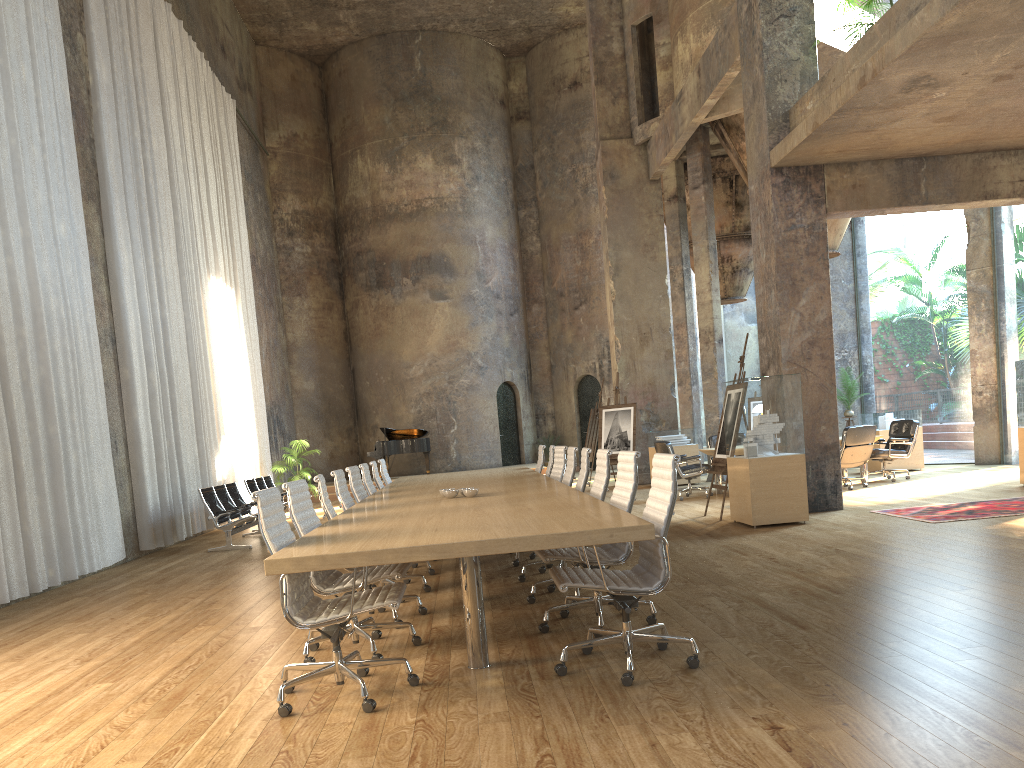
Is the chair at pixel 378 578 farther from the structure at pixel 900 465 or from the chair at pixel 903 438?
the structure at pixel 900 465

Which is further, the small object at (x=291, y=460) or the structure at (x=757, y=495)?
the small object at (x=291, y=460)

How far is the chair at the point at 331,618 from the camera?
3.84m

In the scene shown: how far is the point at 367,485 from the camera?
8.30m

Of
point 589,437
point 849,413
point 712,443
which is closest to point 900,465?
point 849,413

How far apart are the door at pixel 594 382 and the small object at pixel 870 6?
15.3 meters

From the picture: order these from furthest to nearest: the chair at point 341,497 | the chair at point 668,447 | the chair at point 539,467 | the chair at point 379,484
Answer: the chair at point 668,447, the chair at point 539,467, the chair at point 379,484, the chair at point 341,497

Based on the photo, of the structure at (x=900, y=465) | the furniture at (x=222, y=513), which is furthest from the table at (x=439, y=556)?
the structure at (x=900, y=465)

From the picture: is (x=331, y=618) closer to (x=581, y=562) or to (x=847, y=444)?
(x=581, y=562)

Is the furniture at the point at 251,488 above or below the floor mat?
above
